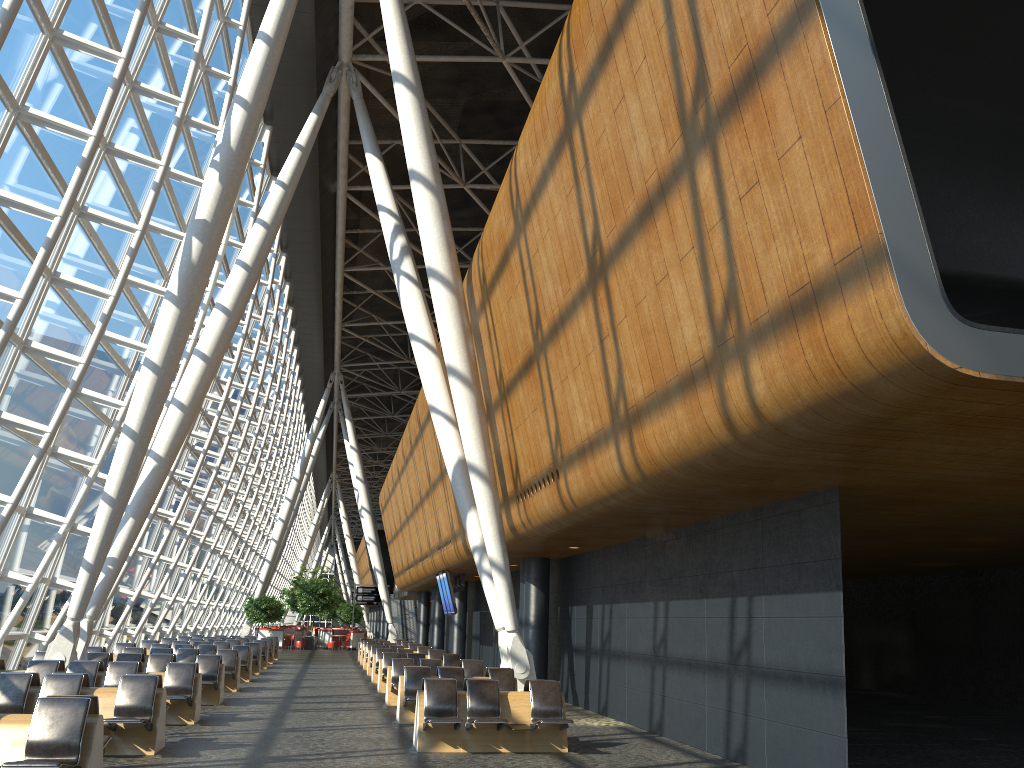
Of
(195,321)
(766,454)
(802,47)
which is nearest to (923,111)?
(766,454)

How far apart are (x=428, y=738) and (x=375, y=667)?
12.1m

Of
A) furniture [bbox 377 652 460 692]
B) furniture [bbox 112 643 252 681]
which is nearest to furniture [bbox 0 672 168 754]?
furniture [bbox 377 652 460 692]

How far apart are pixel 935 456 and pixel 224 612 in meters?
45.3 m

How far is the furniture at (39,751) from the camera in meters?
6.9

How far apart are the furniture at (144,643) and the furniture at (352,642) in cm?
2177

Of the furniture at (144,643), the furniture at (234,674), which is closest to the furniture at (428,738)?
the furniture at (234,674)

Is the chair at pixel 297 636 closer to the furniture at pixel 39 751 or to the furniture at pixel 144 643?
the furniture at pixel 144 643

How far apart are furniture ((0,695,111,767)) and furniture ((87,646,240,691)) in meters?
10.5

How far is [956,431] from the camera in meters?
6.4
